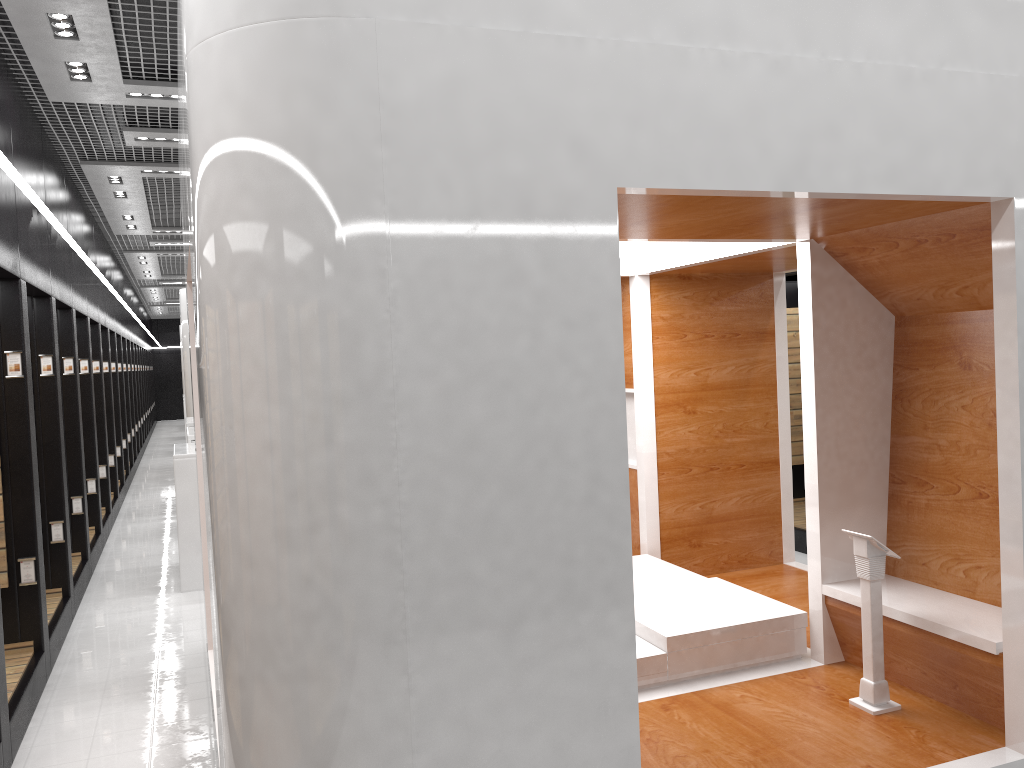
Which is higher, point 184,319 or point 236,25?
point 236,25

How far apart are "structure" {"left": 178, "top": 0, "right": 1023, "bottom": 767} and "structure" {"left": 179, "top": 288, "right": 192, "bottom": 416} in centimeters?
1047cm

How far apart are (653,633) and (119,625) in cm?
449

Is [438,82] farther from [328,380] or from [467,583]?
[467,583]

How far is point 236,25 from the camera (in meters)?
2.59

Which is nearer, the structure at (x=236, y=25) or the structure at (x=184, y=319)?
the structure at (x=236, y=25)

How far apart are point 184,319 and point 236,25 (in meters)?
13.35

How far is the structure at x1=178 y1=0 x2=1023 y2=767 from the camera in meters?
2.6

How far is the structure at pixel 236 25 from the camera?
2.6m

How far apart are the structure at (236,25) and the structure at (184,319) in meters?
10.5
